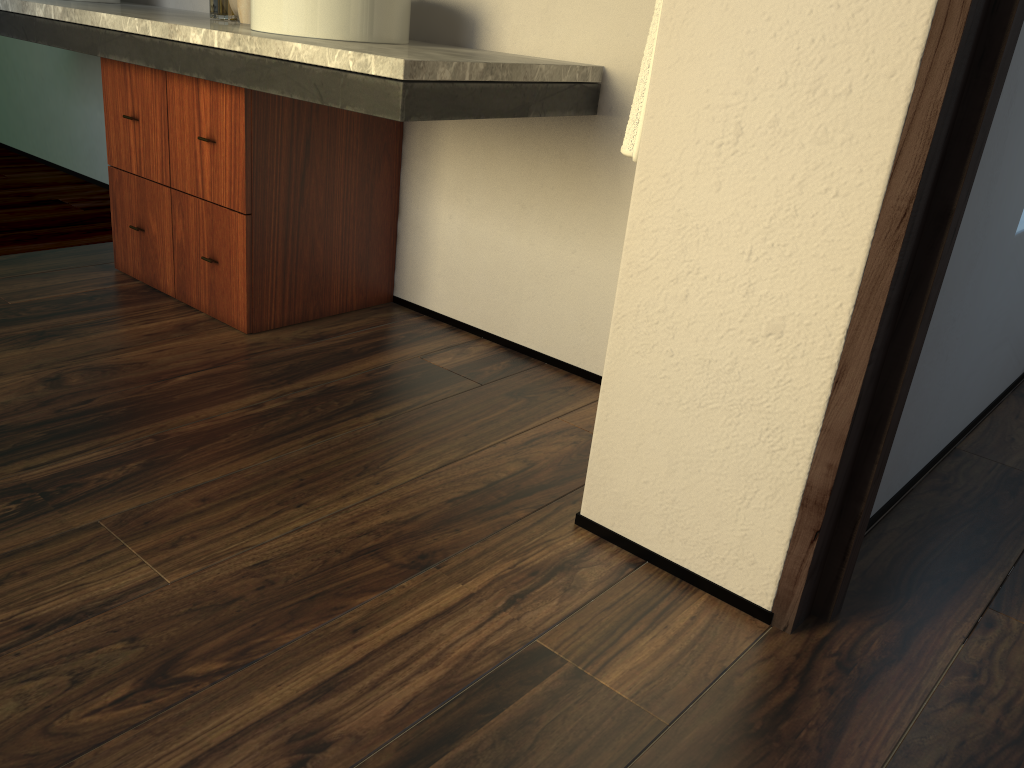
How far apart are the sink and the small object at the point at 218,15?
0.2m

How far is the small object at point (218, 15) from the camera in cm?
620

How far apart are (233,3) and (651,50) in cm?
134

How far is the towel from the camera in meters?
1.4 m

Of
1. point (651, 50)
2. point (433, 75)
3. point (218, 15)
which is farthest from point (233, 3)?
point (218, 15)

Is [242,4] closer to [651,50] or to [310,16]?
[310,16]

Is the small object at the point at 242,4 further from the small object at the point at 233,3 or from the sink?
the sink

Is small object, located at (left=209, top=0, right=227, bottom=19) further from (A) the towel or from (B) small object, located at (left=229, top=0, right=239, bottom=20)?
(A) the towel

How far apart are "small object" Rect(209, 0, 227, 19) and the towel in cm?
80

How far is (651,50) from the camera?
1.44m
